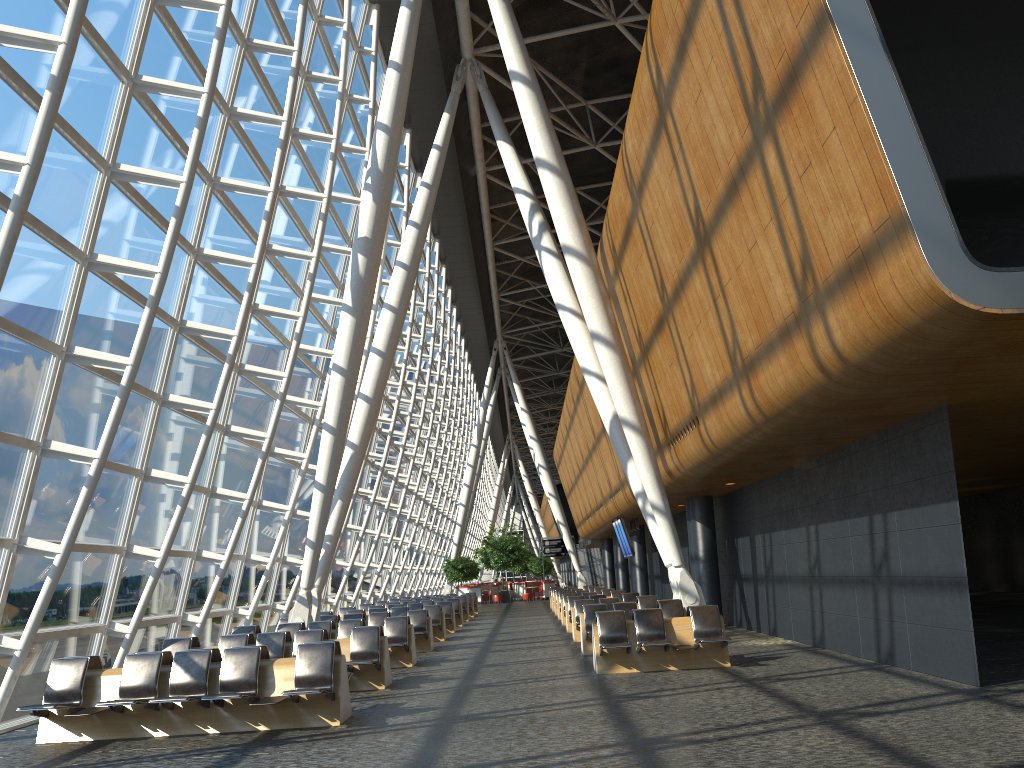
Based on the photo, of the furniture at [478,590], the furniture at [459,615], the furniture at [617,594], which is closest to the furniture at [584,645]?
the furniture at [617,594]

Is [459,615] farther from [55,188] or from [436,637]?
[55,188]

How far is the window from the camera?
9.7m

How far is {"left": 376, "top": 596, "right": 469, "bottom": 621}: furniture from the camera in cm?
2970

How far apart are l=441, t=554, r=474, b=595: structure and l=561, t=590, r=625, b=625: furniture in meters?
23.4 m

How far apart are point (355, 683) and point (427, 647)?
6.00m

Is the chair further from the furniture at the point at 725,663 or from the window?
the furniture at the point at 725,663

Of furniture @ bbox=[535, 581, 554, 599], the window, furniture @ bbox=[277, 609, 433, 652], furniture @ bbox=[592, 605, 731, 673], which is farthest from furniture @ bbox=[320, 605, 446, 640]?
furniture @ bbox=[535, 581, 554, 599]

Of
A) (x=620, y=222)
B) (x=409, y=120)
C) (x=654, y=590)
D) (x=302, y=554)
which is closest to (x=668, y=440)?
(x=620, y=222)

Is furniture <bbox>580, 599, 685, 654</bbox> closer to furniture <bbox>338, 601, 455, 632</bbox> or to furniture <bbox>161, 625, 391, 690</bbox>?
furniture <bbox>161, 625, 391, 690</bbox>
